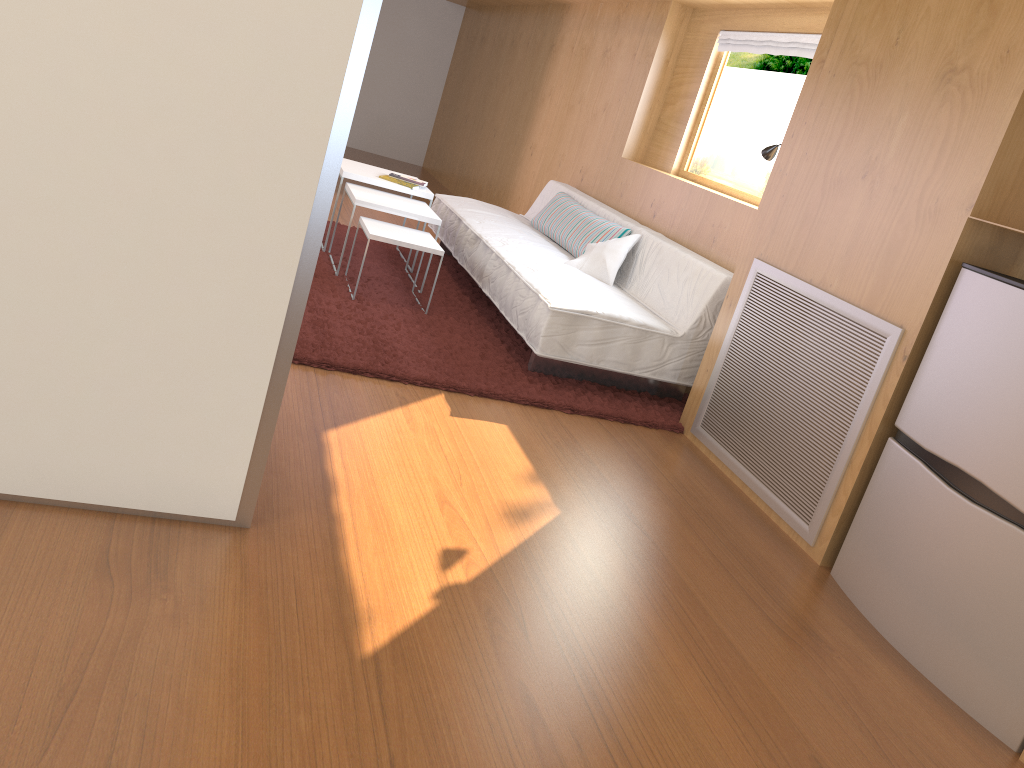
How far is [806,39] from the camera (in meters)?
3.85

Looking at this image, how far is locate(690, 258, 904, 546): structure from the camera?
2.6m

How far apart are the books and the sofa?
0.3 meters

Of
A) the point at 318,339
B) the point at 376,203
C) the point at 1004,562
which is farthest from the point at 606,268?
the point at 1004,562

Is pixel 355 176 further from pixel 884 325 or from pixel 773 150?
pixel 884 325

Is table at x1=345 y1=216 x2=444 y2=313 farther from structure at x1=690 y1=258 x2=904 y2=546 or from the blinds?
the blinds

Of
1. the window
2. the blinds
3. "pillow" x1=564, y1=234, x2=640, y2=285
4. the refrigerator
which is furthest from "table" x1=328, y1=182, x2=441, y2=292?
the refrigerator

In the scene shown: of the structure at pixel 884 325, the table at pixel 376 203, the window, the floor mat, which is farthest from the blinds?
the table at pixel 376 203

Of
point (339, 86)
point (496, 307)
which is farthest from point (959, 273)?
point (496, 307)

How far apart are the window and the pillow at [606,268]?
0.5 meters
